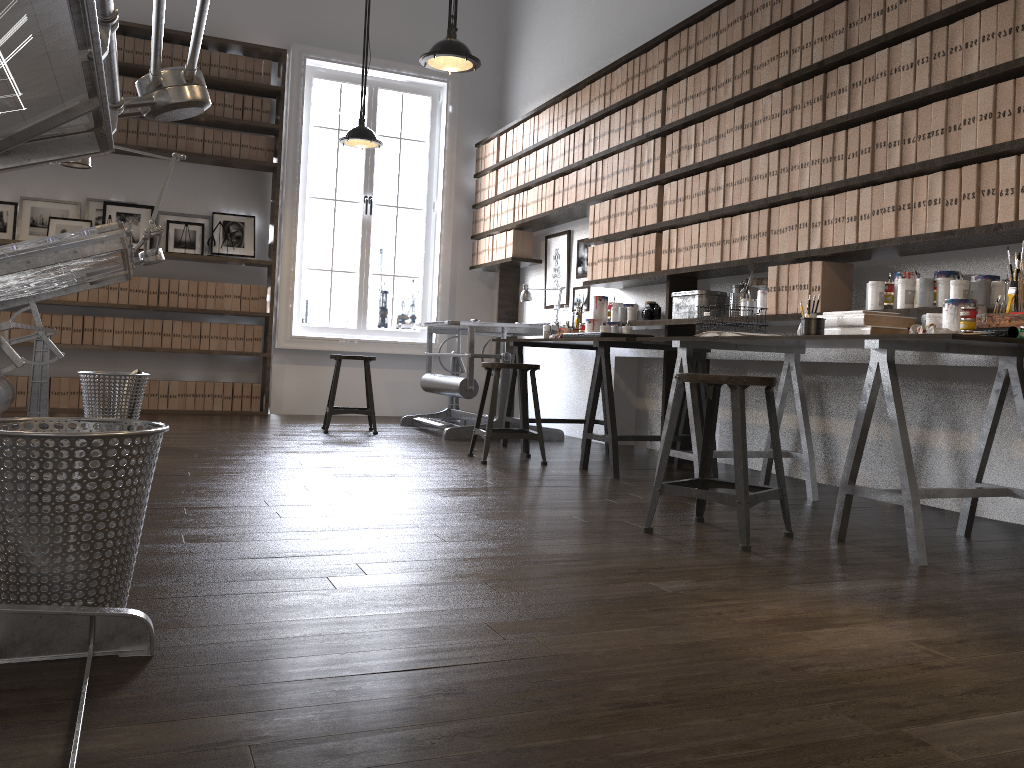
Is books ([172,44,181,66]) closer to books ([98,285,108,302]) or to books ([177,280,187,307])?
books ([177,280,187,307])

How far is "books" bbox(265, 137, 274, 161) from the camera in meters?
7.2

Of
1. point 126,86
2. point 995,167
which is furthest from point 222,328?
point 995,167

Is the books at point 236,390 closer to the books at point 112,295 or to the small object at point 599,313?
the books at point 112,295

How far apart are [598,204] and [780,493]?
3.2m

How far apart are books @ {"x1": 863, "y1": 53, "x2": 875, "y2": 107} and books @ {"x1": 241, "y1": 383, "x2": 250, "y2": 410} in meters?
5.2 m

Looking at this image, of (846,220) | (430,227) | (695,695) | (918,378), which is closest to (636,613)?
(695,695)

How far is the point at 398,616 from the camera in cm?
184

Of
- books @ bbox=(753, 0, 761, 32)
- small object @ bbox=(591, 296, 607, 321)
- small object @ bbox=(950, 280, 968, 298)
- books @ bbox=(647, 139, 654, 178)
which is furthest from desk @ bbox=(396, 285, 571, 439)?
small object @ bbox=(950, 280, 968, 298)

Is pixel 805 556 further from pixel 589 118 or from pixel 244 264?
pixel 244 264
